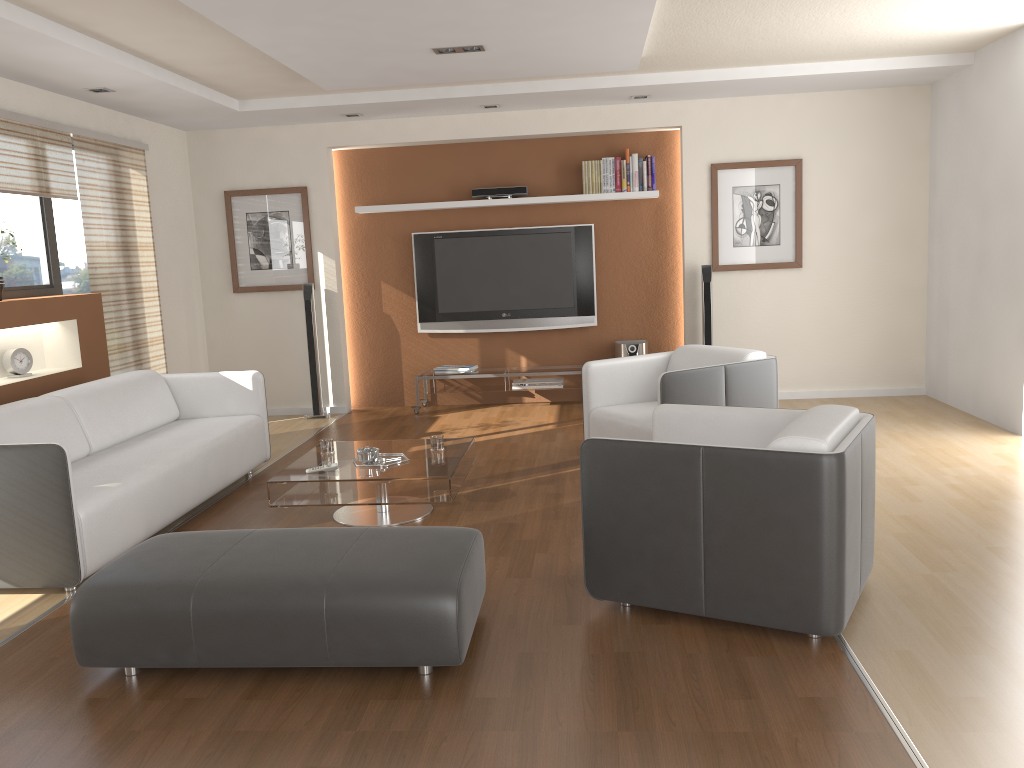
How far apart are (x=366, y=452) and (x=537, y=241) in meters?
3.7 m

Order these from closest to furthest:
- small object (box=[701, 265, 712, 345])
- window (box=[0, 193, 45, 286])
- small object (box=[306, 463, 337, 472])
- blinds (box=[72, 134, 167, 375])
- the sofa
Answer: the sofa < small object (box=[306, 463, 337, 472]) < window (box=[0, 193, 45, 286]) < blinds (box=[72, 134, 167, 375]) < small object (box=[701, 265, 712, 345])

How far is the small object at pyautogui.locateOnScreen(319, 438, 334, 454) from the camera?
4.8 meters

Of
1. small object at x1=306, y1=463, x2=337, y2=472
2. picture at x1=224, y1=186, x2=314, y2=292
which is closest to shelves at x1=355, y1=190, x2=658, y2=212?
picture at x1=224, y1=186, x2=314, y2=292

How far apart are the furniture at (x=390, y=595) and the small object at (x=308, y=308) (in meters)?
4.38

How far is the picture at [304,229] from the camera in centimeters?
768cm

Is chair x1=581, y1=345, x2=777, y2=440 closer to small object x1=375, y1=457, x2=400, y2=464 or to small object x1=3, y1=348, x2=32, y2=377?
small object x1=375, y1=457, x2=400, y2=464

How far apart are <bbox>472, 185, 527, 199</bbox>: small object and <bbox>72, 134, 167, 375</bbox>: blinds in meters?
2.6

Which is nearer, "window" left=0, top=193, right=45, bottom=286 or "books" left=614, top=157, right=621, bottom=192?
"window" left=0, top=193, right=45, bottom=286

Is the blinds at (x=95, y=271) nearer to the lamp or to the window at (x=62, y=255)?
the window at (x=62, y=255)
